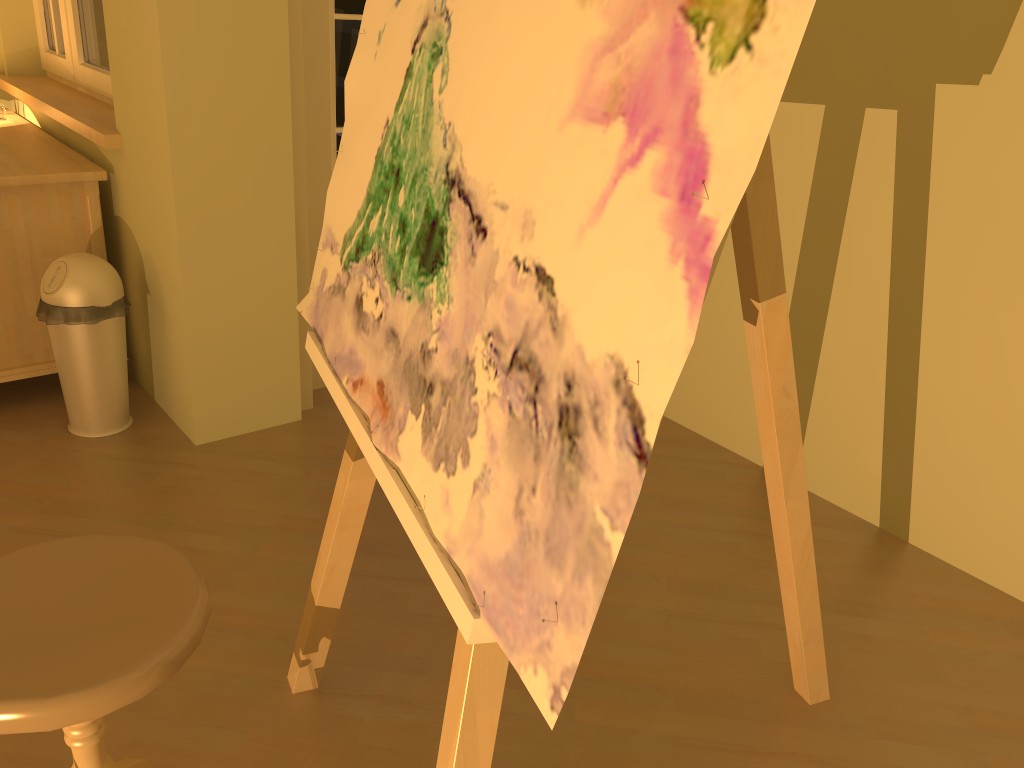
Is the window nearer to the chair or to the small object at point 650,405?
the small object at point 650,405

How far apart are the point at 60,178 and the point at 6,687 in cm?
202

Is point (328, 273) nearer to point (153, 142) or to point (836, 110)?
point (153, 142)

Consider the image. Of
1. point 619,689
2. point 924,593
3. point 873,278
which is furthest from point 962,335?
point 619,689

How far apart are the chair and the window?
2.28m

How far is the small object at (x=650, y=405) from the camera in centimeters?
66cm

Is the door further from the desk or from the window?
the window

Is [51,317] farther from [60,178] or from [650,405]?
[650,405]

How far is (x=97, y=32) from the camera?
3.09m

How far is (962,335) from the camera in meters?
2.2 m
